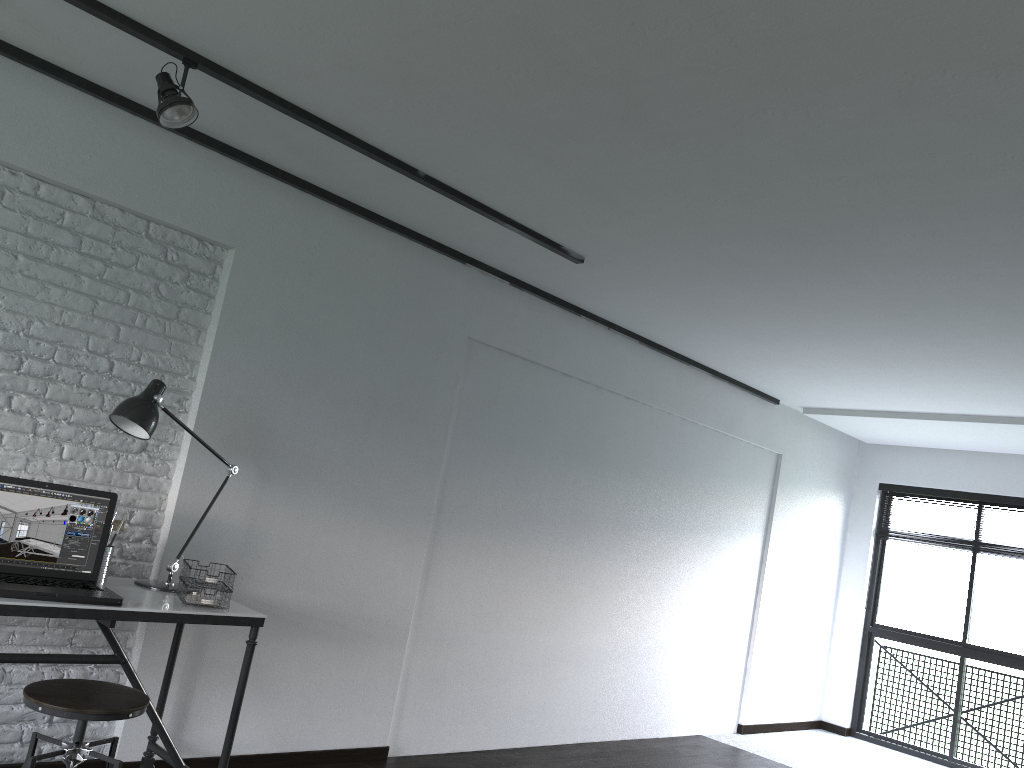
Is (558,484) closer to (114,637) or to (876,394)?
(876,394)

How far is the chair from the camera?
2.3 meters

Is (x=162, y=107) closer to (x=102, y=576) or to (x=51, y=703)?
(x=102, y=576)

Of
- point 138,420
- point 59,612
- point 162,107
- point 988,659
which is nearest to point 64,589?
point 59,612

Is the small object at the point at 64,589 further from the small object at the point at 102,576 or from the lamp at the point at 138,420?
the lamp at the point at 138,420

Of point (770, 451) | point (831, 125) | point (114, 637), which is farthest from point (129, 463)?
point (770, 451)

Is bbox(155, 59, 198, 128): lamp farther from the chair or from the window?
the window

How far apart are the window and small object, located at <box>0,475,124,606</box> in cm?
614

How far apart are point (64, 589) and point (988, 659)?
6.35m

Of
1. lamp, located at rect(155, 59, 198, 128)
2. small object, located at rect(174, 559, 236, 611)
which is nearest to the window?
small object, located at rect(174, 559, 236, 611)
